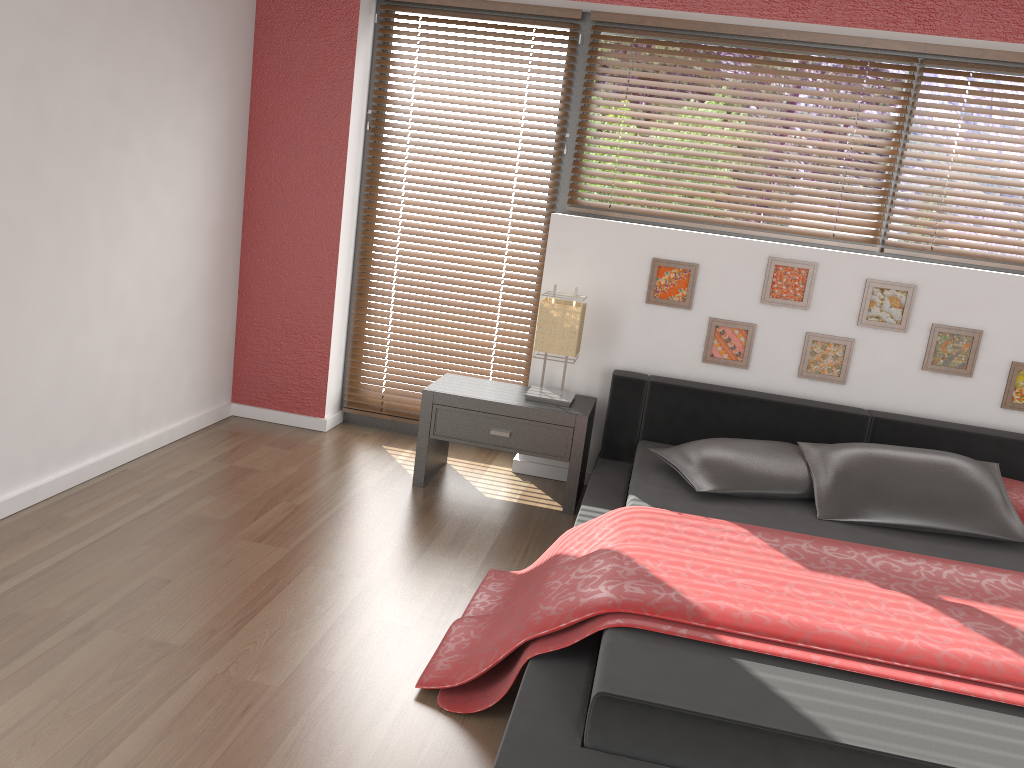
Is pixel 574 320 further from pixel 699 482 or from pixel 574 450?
pixel 699 482

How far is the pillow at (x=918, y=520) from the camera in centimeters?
302cm

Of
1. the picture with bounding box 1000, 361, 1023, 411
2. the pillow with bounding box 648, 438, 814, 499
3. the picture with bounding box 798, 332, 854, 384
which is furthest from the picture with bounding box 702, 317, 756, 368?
the picture with bounding box 1000, 361, 1023, 411

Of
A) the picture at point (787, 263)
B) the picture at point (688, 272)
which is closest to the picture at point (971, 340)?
the picture at point (787, 263)

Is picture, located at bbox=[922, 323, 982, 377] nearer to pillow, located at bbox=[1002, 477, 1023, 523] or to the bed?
the bed

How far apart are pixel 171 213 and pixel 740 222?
2.48m

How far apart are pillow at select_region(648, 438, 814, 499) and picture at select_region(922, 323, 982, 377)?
0.80m

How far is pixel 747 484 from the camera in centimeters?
314cm

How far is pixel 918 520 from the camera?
3.02m

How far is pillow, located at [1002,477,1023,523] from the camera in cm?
315
